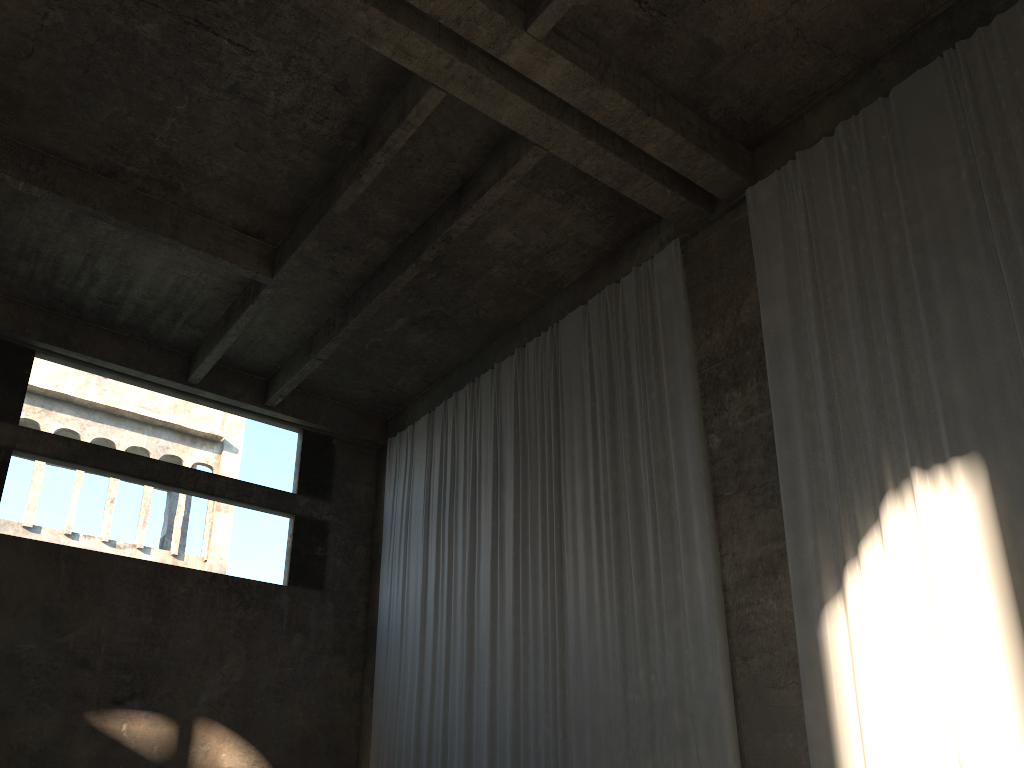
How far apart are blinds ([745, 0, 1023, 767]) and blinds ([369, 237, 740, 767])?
0.97m

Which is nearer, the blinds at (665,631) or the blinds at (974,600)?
the blinds at (974,600)

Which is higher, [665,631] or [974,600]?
[665,631]

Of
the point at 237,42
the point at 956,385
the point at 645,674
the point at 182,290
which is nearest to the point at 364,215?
the point at 237,42

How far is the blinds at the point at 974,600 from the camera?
7.3 meters

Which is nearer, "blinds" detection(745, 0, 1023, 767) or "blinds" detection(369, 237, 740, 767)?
"blinds" detection(745, 0, 1023, 767)

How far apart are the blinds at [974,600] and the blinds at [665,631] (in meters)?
0.97

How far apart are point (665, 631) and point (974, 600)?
3.4m

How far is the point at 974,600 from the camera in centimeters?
728cm

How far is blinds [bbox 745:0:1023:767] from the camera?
7.3m
